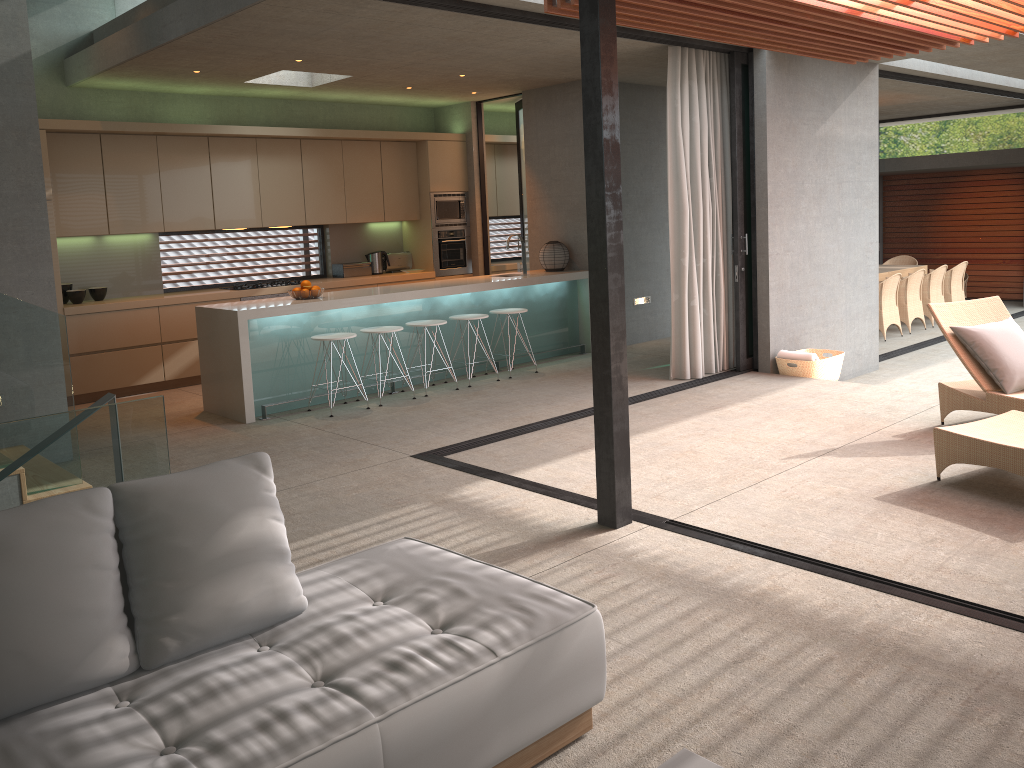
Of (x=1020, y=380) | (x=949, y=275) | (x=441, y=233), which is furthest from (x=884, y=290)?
(x=1020, y=380)

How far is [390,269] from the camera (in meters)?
10.78

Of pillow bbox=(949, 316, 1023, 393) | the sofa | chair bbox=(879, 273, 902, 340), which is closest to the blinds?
pillow bbox=(949, 316, 1023, 393)

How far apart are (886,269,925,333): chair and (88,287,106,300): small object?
9.7 meters

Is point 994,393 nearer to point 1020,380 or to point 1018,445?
point 1020,380

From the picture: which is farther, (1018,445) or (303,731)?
(1018,445)

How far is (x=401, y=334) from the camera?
8.2 meters

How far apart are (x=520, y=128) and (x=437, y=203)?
1.4 meters

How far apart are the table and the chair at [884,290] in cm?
126

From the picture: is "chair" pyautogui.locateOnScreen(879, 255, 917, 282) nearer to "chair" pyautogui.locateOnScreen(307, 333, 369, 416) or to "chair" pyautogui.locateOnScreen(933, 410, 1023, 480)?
"chair" pyautogui.locateOnScreen(933, 410, 1023, 480)
